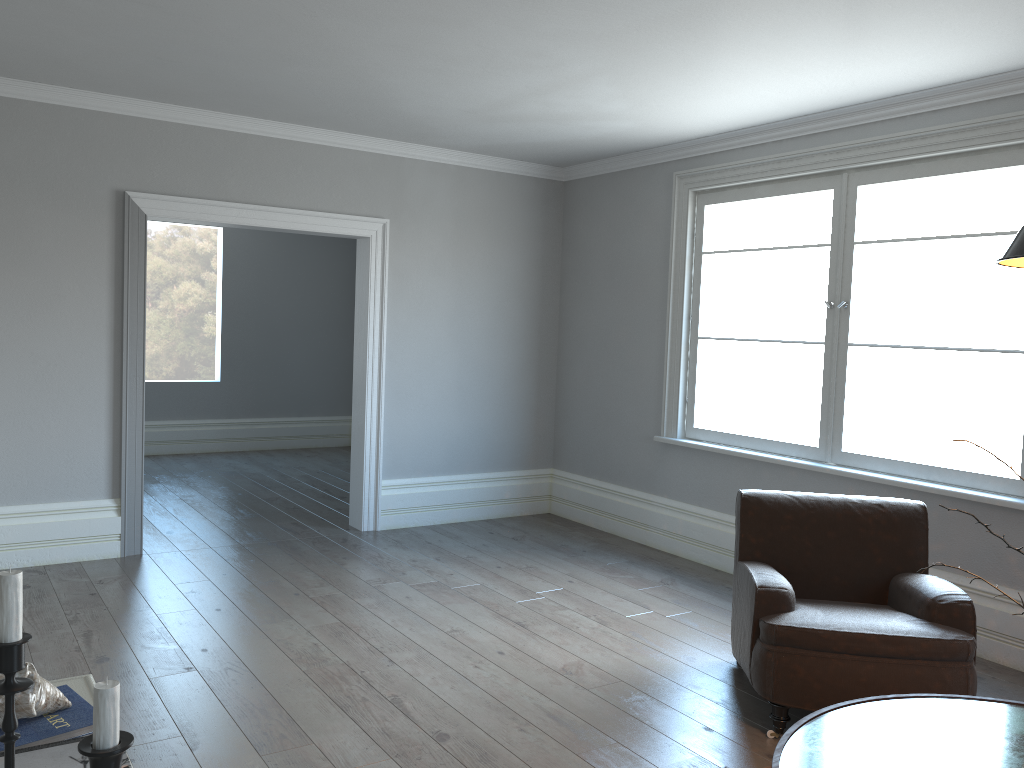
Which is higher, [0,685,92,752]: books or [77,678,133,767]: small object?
[77,678,133,767]: small object

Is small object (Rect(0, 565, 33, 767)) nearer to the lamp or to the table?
the table

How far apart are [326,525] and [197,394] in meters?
3.8

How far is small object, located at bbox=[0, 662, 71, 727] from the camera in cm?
132

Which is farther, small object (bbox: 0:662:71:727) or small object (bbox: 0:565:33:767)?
small object (bbox: 0:662:71:727)

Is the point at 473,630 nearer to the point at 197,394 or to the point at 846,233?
the point at 846,233

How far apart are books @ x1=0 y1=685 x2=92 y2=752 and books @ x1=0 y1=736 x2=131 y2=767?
0.06m

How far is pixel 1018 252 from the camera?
1.8m

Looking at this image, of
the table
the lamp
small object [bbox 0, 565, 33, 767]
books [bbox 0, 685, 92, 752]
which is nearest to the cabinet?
books [bbox 0, 685, 92, 752]

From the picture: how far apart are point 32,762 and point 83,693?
0.5 meters
